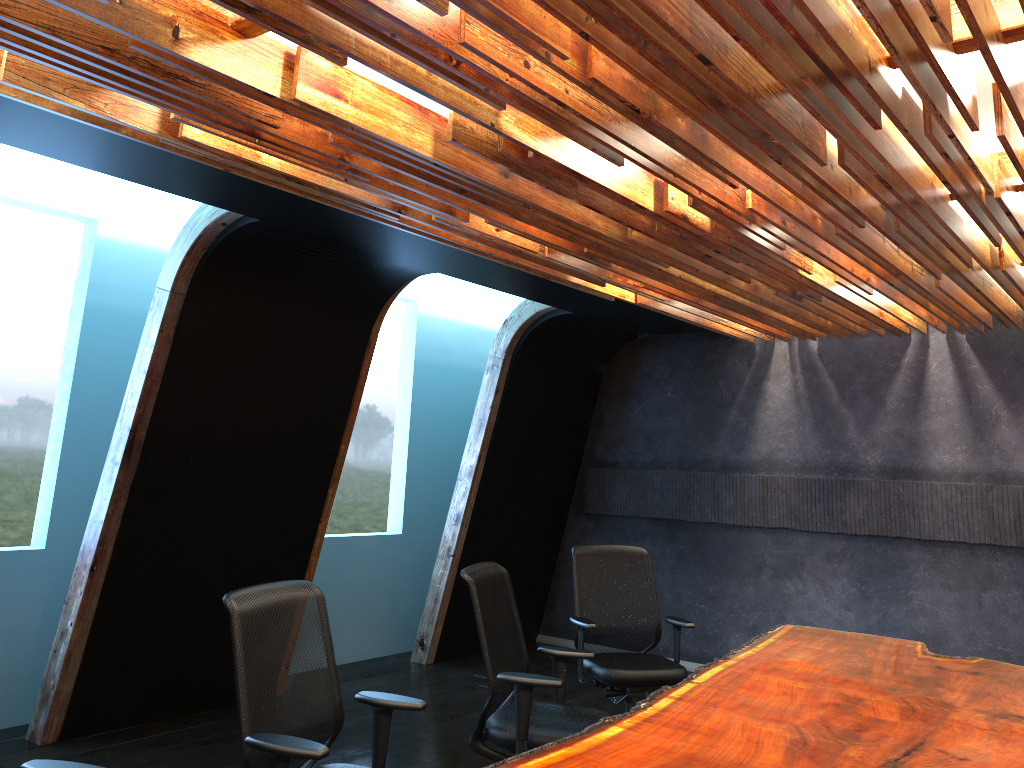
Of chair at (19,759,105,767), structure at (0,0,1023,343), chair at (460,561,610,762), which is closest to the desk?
chair at (460,561,610,762)

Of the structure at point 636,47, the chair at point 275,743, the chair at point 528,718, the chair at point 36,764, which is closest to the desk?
the chair at point 528,718

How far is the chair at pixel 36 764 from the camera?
2.6 meters

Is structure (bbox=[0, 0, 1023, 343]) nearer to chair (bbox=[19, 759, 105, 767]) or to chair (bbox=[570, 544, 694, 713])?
chair (bbox=[570, 544, 694, 713])

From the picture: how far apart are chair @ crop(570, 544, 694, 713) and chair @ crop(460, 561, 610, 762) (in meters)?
0.82

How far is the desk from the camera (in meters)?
3.04

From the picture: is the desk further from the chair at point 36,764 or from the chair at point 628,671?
the chair at point 36,764

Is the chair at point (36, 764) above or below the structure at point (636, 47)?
below

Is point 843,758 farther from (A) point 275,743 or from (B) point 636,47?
(B) point 636,47

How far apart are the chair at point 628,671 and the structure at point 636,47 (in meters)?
1.76
